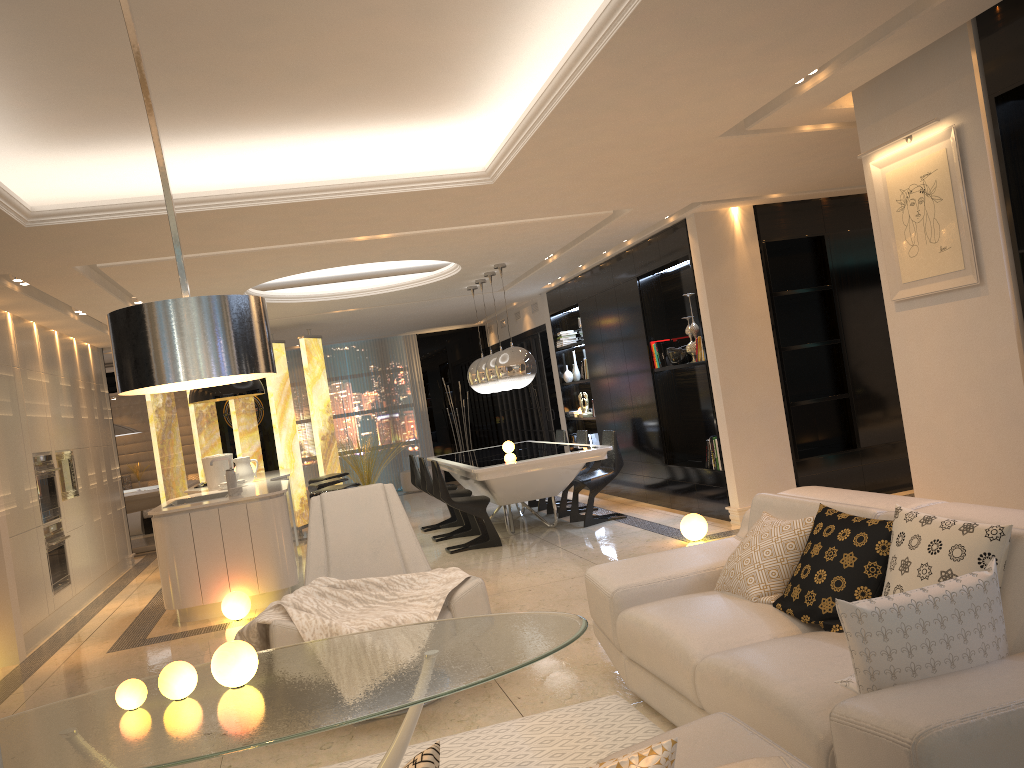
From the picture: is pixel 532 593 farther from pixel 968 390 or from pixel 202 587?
pixel 968 390

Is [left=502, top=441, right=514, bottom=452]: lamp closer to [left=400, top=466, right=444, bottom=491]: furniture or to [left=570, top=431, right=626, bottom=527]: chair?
[left=570, top=431, right=626, bottom=527]: chair

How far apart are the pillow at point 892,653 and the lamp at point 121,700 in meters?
2.1 m

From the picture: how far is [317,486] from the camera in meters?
8.6 m

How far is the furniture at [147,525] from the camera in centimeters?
1427cm

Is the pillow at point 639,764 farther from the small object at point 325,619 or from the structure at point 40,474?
the structure at point 40,474

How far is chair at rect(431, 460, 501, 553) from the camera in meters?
8.0

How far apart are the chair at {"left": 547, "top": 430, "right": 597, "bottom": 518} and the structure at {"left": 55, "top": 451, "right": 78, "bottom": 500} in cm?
476

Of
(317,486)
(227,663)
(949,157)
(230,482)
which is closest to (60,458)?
(230,482)

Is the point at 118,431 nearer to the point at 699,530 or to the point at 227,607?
the point at 227,607
